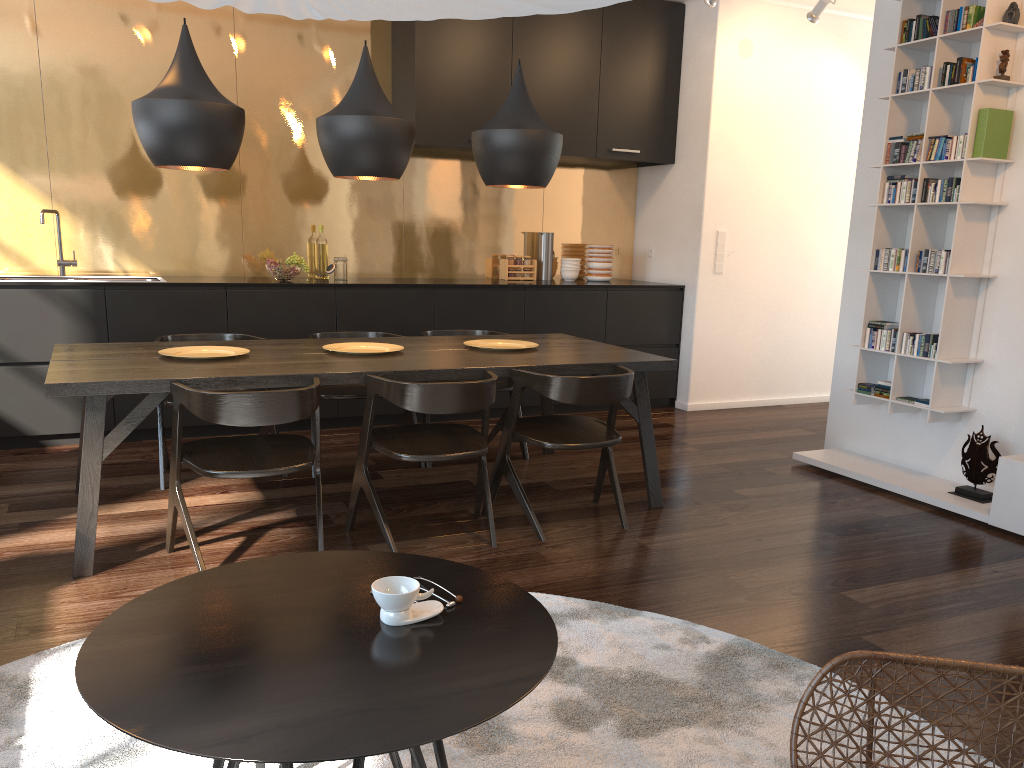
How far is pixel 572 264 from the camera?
6.5m

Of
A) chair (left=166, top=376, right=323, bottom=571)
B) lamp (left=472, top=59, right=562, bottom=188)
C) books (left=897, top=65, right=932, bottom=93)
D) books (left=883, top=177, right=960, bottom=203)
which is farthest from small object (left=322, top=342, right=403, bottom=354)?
books (left=897, top=65, right=932, bottom=93)

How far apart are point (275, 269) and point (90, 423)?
2.4m

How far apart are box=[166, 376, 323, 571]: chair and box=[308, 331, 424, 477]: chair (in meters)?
0.91

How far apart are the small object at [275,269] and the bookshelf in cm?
326

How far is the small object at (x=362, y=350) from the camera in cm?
394

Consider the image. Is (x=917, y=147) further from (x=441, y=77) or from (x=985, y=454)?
(x=441, y=77)

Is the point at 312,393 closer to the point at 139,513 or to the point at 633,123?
the point at 139,513

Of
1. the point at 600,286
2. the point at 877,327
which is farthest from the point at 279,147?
the point at 877,327

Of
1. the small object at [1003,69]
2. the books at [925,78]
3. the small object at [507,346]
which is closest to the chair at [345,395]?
the small object at [507,346]
